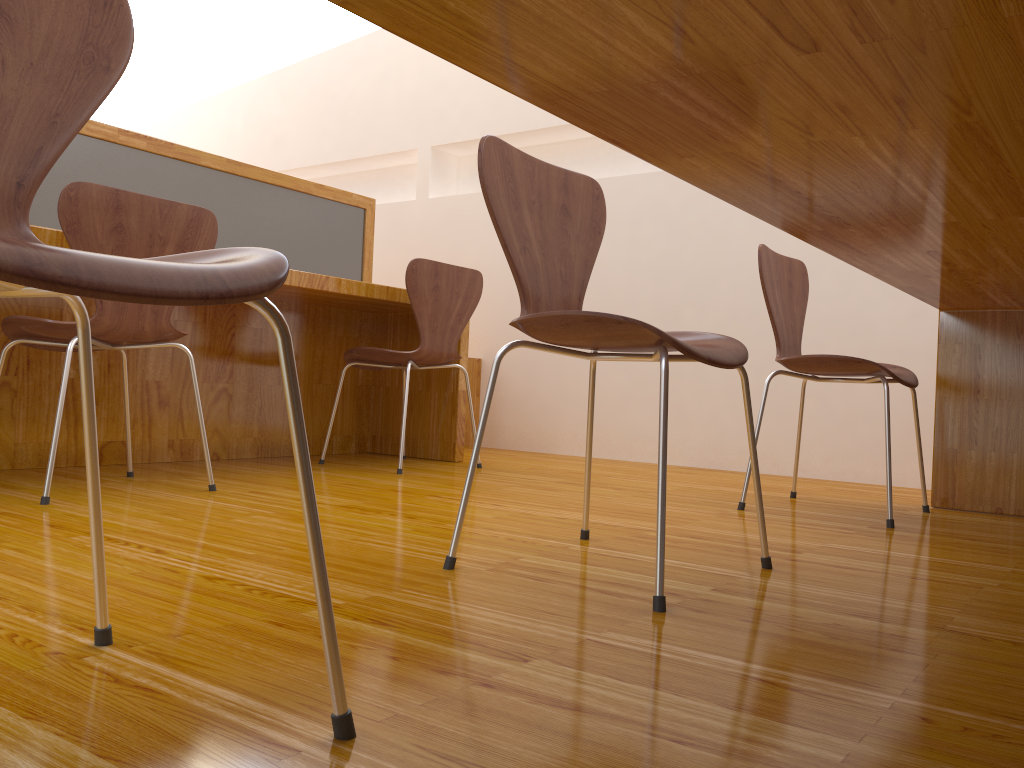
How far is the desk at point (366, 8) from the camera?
0.65m

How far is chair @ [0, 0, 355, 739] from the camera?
0.5 meters

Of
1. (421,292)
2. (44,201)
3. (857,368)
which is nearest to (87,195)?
(44,201)

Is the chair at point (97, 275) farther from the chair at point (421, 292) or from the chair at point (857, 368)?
the chair at point (421, 292)

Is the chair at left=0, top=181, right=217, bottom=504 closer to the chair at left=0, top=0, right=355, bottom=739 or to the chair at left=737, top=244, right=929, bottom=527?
the chair at left=0, top=0, right=355, bottom=739

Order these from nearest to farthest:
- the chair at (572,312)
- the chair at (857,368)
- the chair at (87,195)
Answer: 1. the chair at (572,312)
2. the chair at (87,195)
3. the chair at (857,368)

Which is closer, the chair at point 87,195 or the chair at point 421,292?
the chair at point 87,195

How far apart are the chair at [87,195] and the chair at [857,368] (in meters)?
1.32

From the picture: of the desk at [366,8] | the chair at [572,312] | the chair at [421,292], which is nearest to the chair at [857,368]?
the desk at [366,8]

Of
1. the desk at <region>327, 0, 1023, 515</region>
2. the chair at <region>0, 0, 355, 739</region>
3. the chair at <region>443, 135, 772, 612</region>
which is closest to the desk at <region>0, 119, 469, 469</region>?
the chair at <region>443, 135, 772, 612</region>
